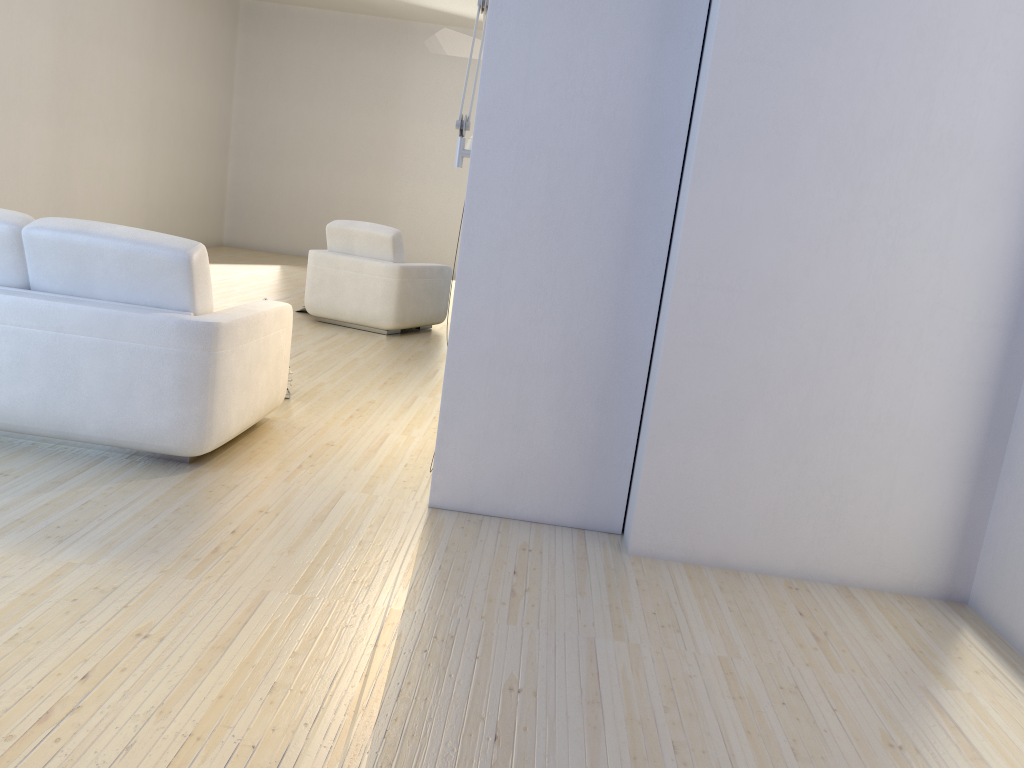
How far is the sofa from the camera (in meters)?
3.19

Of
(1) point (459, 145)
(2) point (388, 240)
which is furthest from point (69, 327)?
(2) point (388, 240)

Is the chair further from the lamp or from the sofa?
the lamp

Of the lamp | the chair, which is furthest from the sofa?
the chair

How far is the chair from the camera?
6.9m

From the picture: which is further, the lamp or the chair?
the chair

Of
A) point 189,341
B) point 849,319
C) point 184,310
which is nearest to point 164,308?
point 184,310

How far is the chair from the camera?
6.9m

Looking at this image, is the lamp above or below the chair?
above

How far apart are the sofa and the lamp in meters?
1.0 m
